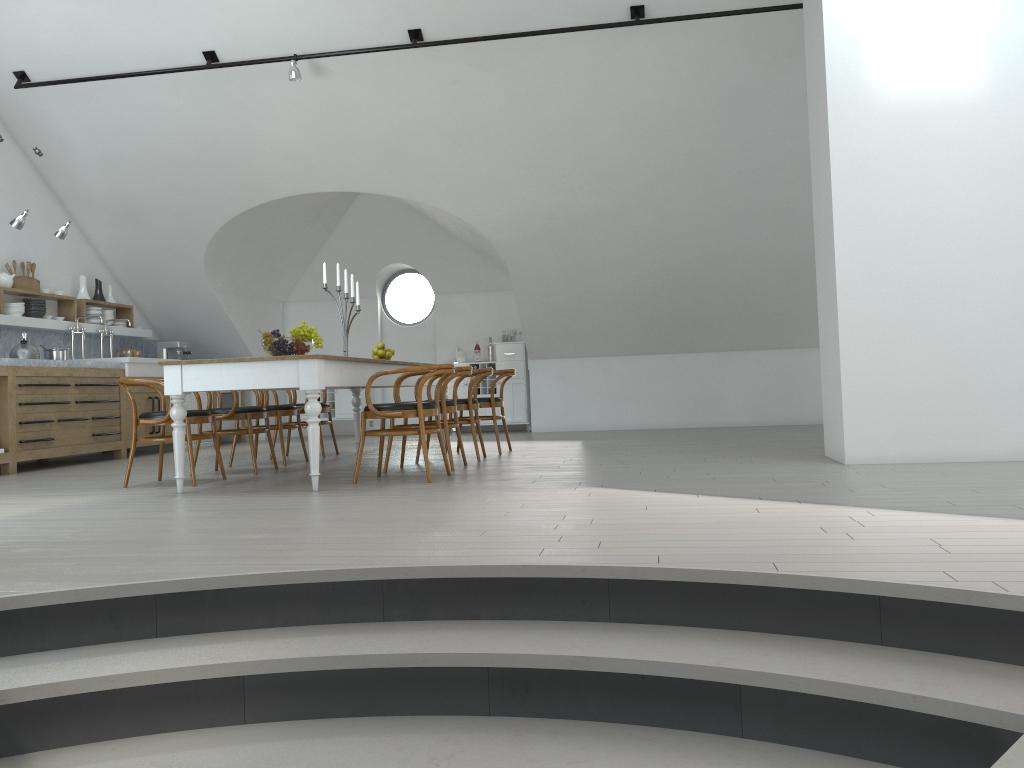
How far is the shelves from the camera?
8.5 meters

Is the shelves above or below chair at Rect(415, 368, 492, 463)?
above

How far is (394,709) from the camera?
2.5 meters

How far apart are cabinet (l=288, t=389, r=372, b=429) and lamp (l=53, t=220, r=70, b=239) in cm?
403

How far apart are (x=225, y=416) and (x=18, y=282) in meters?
3.7

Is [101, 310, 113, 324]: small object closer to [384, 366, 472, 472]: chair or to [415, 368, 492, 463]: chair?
[415, 368, 492, 463]: chair

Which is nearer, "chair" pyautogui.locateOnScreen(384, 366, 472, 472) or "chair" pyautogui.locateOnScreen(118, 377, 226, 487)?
"chair" pyautogui.locateOnScreen(118, 377, 226, 487)

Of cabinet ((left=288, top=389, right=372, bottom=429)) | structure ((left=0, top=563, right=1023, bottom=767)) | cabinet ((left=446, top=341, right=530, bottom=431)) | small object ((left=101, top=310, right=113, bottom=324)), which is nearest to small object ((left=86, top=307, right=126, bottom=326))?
small object ((left=101, top=310, right=113, bottom=324))

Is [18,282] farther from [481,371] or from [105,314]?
[481,371]

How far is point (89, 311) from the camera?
9.66m
